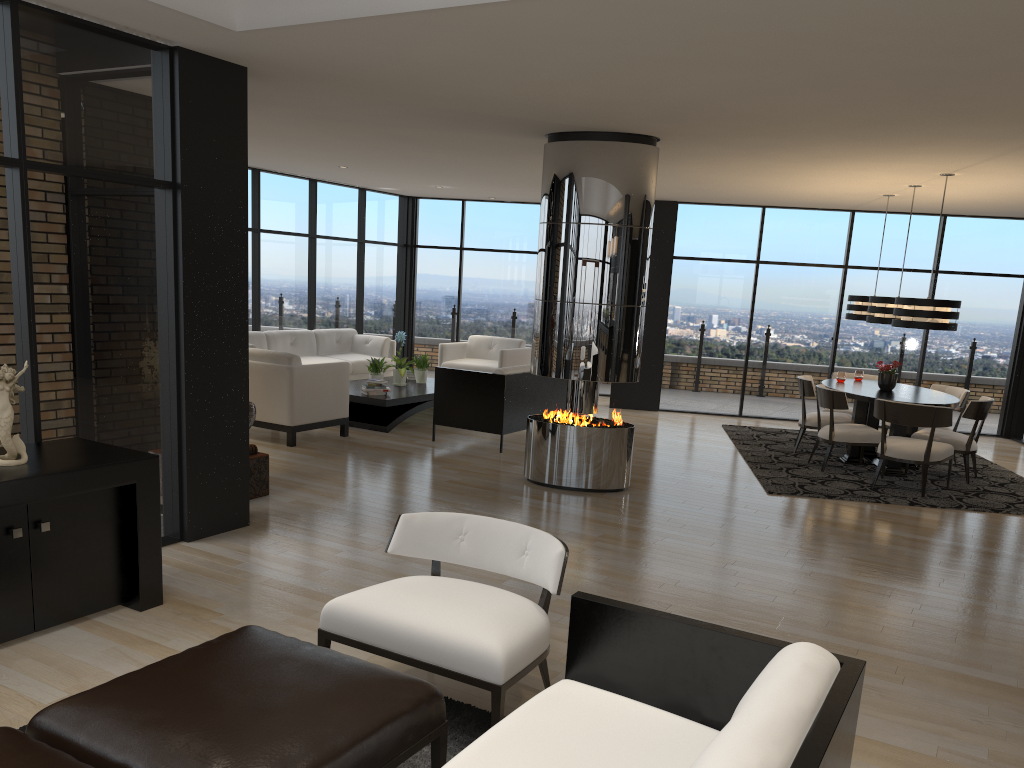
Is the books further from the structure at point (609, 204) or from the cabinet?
the cabinet

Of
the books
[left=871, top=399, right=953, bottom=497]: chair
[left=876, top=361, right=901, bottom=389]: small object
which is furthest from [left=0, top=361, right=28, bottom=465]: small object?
[left=876, top=361, right=901, bottom=389]: small object

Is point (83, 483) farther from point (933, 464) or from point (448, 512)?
point (933, 464)

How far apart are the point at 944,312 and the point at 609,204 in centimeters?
324cm

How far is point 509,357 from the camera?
11.5m

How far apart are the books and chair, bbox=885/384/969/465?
5.9 meters

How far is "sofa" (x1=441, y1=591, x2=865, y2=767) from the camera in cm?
175

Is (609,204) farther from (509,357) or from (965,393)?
(509,357)

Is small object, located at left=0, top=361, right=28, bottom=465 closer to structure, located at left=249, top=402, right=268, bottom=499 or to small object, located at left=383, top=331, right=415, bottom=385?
structure, located at left=249, top=402, right=268, bottom=499

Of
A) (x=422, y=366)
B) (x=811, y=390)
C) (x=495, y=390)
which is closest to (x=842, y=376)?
(x=811, y=390)
